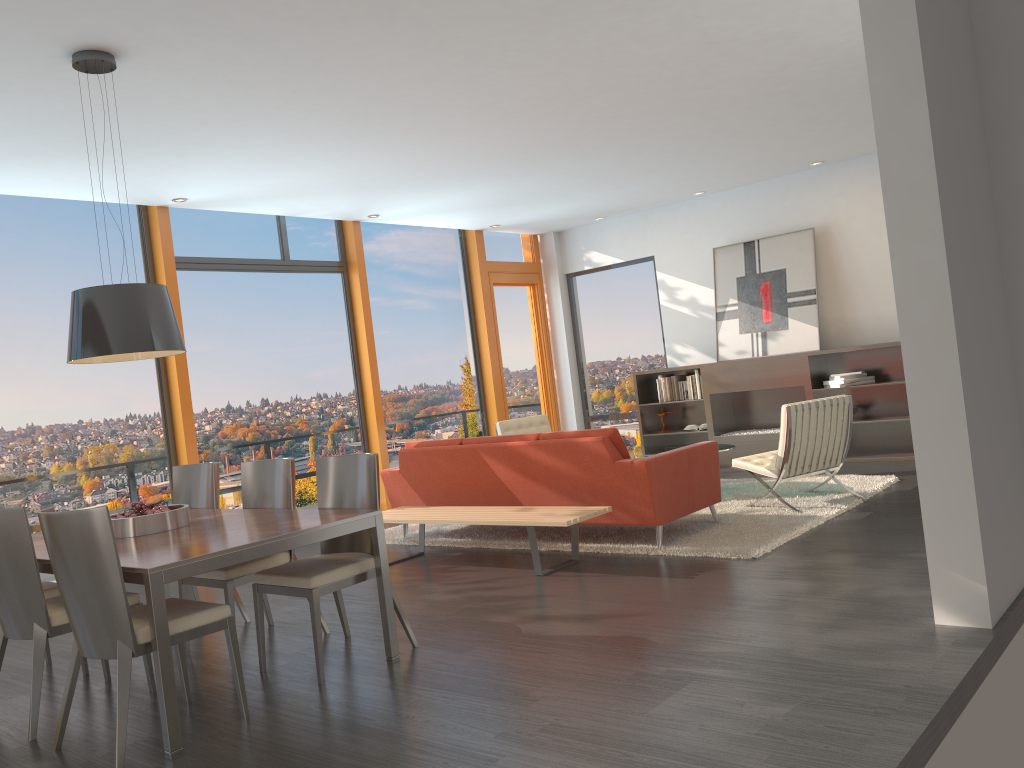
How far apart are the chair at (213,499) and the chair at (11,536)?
1.0 meters

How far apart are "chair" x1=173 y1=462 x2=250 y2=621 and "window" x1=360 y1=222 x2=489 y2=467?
4.35m

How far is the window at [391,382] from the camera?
10.0 meters

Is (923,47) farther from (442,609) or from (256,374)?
(256,374)

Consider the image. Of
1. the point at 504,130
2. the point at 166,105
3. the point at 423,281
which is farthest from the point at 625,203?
the point at 166,105

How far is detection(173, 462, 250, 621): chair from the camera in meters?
5.5 m

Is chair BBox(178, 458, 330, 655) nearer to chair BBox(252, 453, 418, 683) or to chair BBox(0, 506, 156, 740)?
chair BBox(252, 453, 418, 683)

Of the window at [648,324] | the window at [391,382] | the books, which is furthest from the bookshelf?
the window at [391,382]

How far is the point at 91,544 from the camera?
3.30m

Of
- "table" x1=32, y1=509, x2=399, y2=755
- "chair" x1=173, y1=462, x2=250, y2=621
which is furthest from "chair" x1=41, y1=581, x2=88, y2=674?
"chair" x1=173, y1=462, x2=250, y2=621
